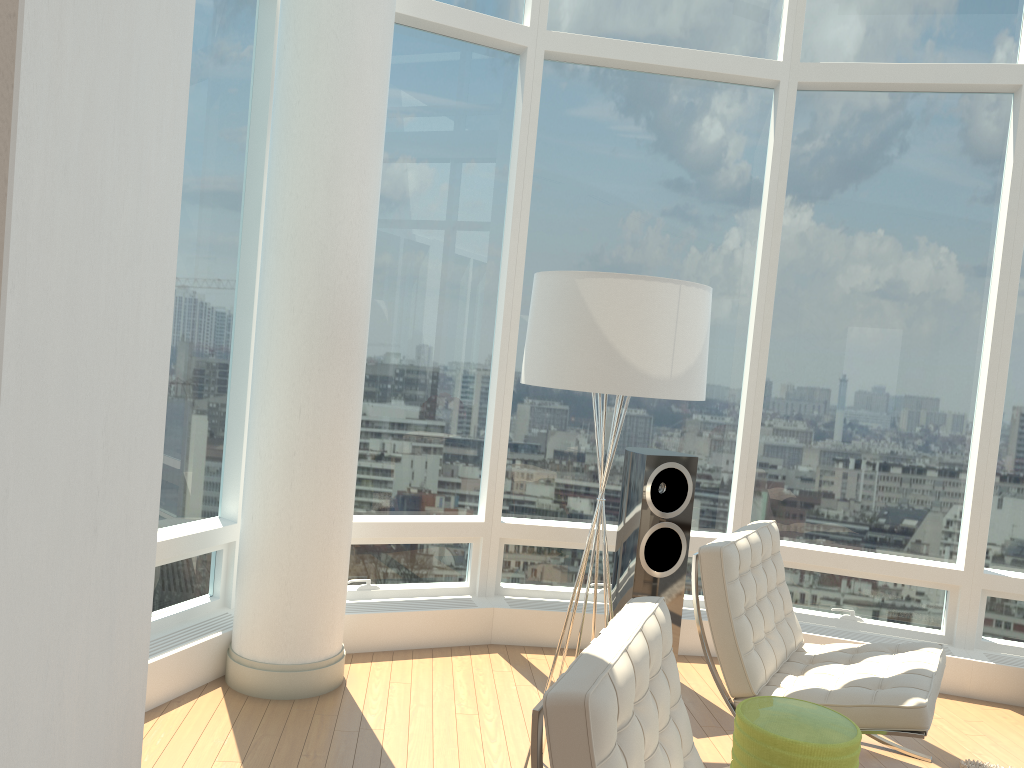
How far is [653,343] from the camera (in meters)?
2.94

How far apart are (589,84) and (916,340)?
2.4m

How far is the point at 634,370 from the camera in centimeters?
293cm

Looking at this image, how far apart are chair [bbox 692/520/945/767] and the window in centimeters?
105cm

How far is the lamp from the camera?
2.9m

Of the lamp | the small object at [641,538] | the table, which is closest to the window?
the small object at [641,538]

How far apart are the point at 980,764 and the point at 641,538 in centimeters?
172cm

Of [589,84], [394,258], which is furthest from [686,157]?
[394,258]

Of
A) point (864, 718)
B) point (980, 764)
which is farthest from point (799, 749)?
point (980, 764)

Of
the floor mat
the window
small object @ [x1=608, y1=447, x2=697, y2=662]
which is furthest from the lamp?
the floor mat
